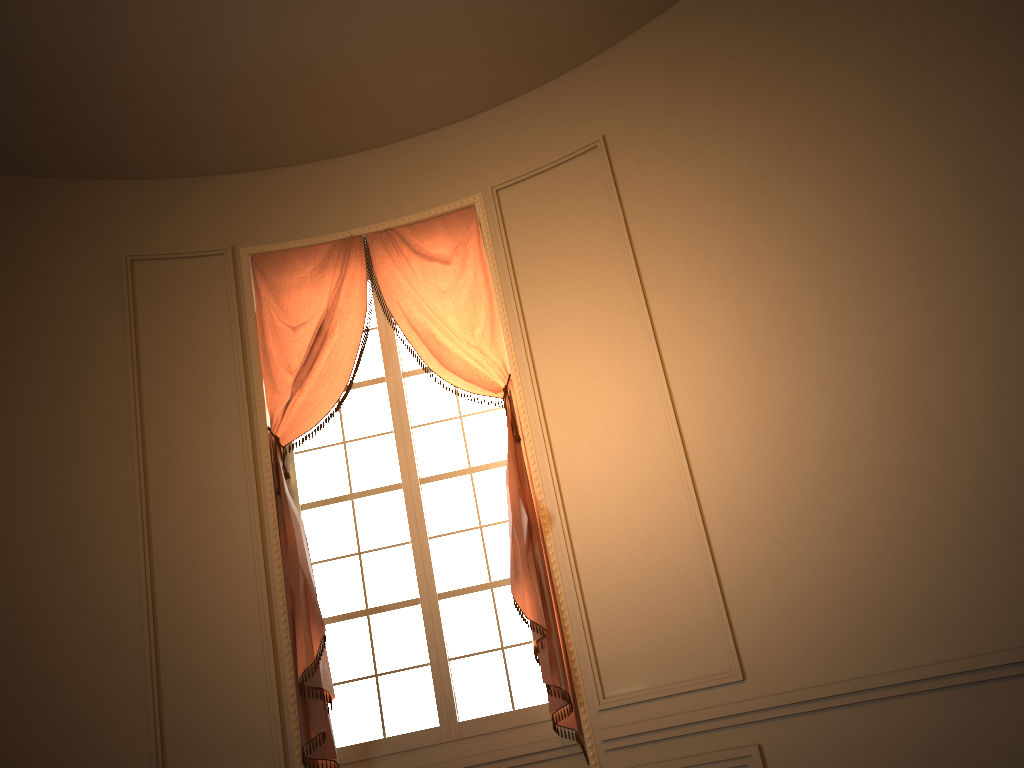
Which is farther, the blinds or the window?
the window

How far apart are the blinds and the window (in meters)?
0.13

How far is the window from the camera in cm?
438

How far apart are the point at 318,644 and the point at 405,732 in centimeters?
65cm

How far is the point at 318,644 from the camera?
4.2 meters

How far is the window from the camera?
4.4m

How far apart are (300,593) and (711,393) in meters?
2.2

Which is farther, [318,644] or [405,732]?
[405,732]

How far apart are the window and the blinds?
Result: 0.1m
